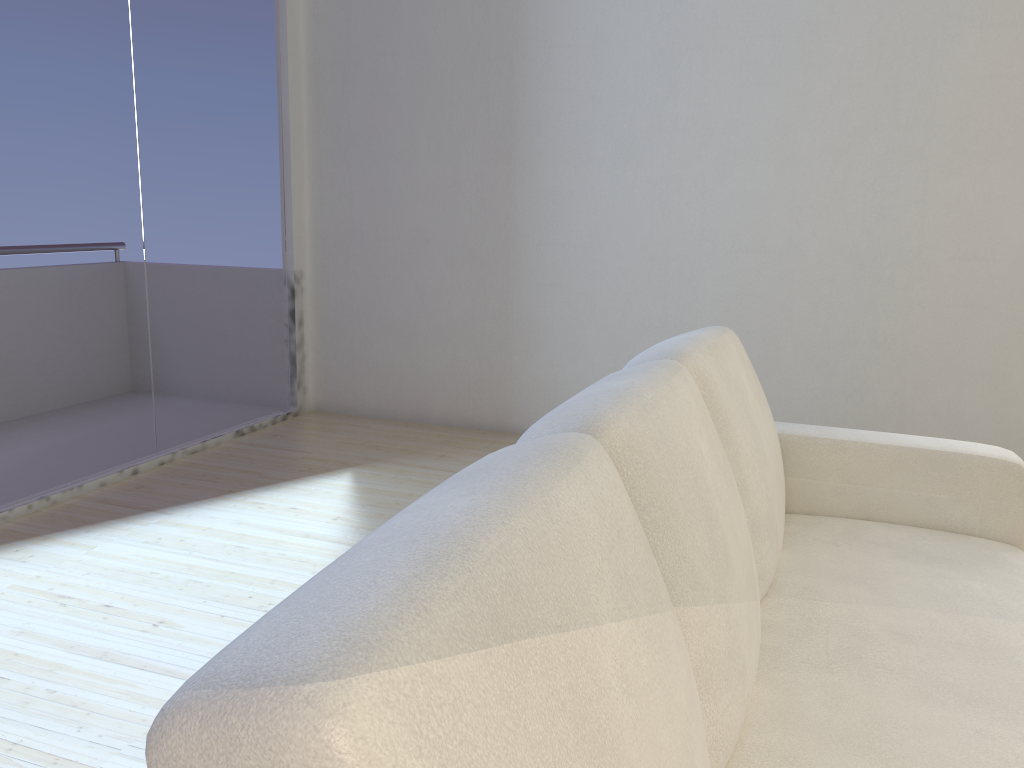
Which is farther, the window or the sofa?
the window

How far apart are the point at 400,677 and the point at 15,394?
3.1 meters

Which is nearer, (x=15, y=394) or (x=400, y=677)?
(x=400, y=677)

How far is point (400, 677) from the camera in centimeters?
55cm

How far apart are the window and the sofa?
2.4 meters

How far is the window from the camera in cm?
314

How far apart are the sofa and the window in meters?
2.4 m

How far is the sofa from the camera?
0.5 meters

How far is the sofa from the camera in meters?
0.5 m
